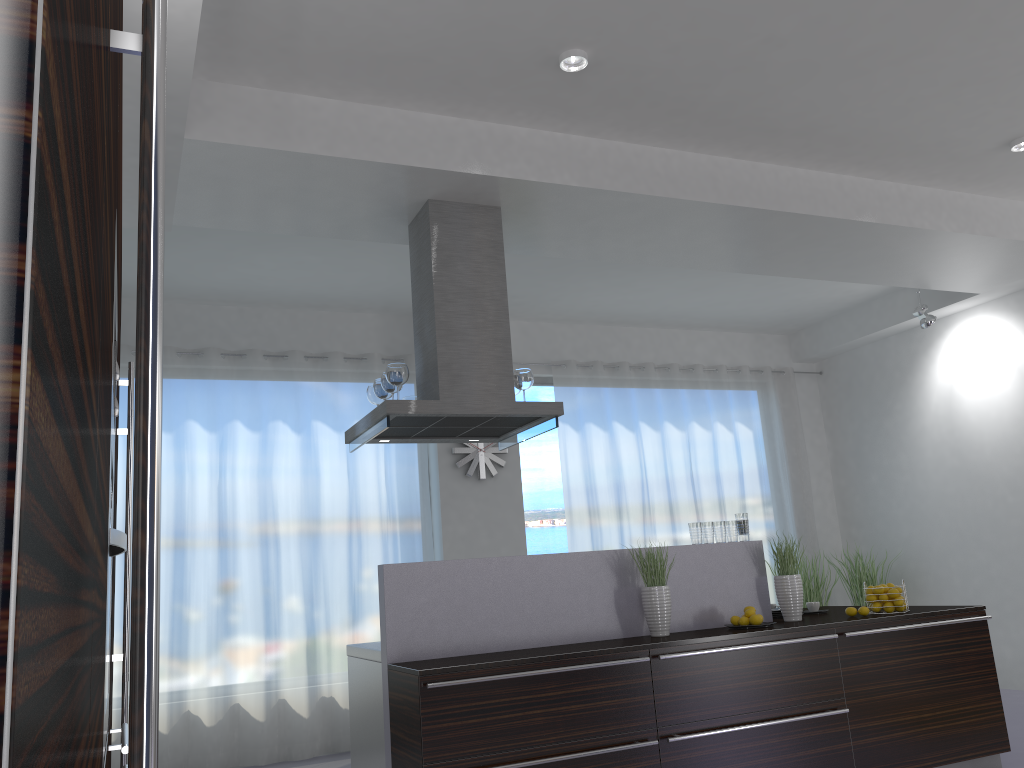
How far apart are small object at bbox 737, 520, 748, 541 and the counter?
0.05m

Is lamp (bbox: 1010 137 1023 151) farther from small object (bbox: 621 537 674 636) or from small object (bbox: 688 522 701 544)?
small object (bbox: 621 537 674 636)

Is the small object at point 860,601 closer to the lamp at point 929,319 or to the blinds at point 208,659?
the lamp at point 929,319

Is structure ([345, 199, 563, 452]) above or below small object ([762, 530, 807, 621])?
above

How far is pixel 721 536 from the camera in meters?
4.9 m

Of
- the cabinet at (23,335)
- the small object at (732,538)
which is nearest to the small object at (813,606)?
the small object at (732,538)

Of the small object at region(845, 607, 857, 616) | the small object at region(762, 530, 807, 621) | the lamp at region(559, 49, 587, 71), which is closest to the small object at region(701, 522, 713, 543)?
the small object at region(762, 530, 807, 621)

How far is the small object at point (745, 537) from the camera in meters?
5.0 m

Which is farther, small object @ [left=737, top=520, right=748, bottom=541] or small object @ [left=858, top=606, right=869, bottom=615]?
small object @ [left=737, top=520, right=748, bottom=541]

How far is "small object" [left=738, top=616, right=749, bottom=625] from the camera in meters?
4.6 m
